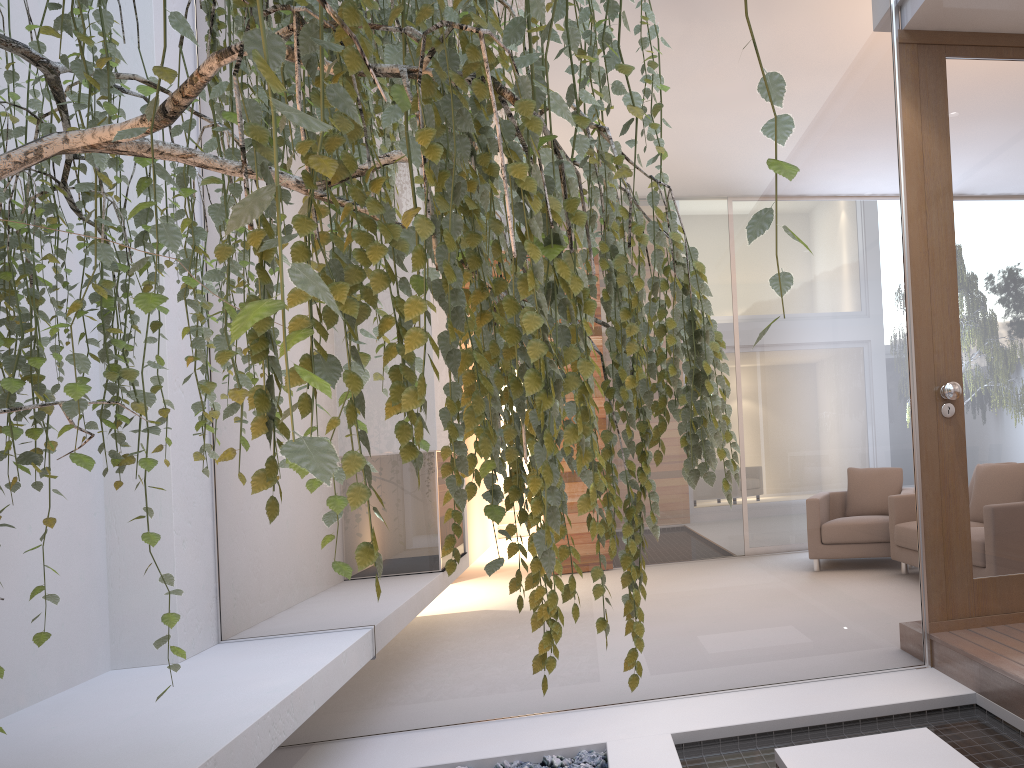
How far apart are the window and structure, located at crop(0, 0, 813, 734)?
1.13m

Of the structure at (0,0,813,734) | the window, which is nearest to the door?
the window

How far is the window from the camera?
3.1 meters

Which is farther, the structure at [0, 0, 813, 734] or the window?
the window

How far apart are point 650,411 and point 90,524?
2.3m

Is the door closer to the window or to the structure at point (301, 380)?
the window

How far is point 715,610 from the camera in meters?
3.1 m

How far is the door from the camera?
3.1m

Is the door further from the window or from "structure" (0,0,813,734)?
"structure" (0,0,813,734)

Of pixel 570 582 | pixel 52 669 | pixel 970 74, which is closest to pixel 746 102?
pixel 970 74
